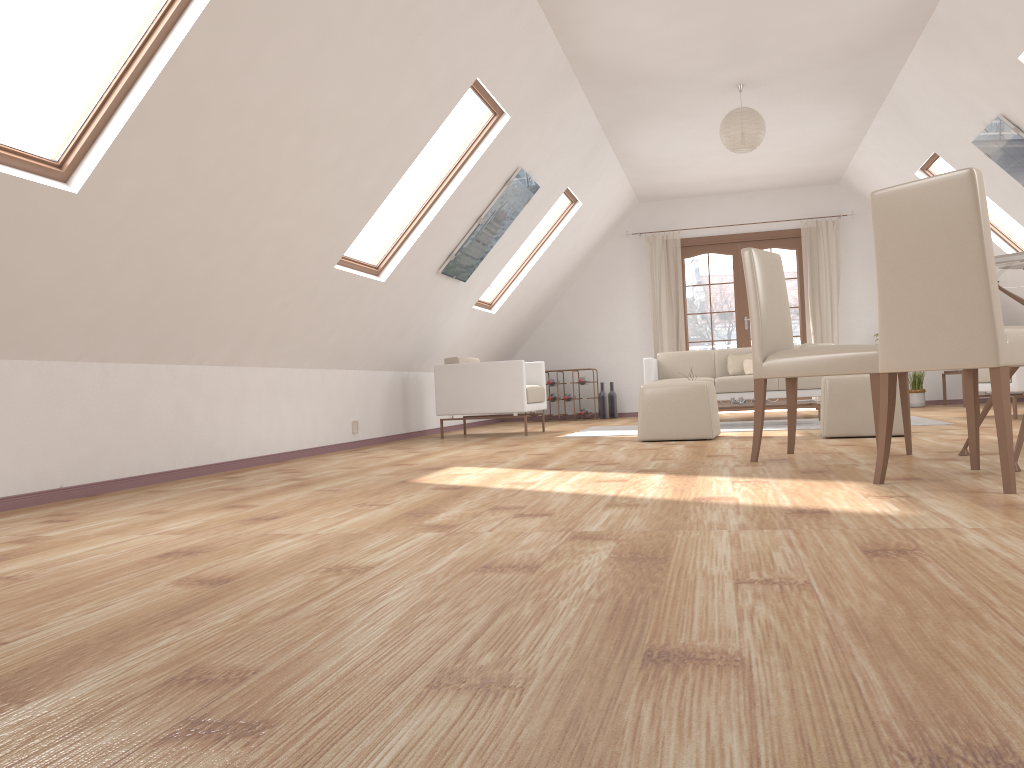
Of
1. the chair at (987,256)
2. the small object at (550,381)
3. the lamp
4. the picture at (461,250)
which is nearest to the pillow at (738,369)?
the small object at (550,381)

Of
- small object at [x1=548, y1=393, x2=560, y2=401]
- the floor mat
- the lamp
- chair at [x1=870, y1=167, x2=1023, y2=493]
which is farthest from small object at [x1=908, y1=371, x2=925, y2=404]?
chair at [x1=870, y1=167, x2=1023, y2=493]

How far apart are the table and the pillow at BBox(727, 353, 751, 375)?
4.6m

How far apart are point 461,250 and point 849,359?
3.64m

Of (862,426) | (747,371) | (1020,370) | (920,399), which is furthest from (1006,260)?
(920,399)

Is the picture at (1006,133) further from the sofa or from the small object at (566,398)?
the small object at (566,398)

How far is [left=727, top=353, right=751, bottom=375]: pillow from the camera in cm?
864

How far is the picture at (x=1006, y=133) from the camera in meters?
6.0 m

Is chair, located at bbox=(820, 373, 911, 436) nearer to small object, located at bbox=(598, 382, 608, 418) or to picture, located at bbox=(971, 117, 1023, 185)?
picture, located at bbox=(971, 117, 1023, 185)

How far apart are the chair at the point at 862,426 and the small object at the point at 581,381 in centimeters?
507cm
